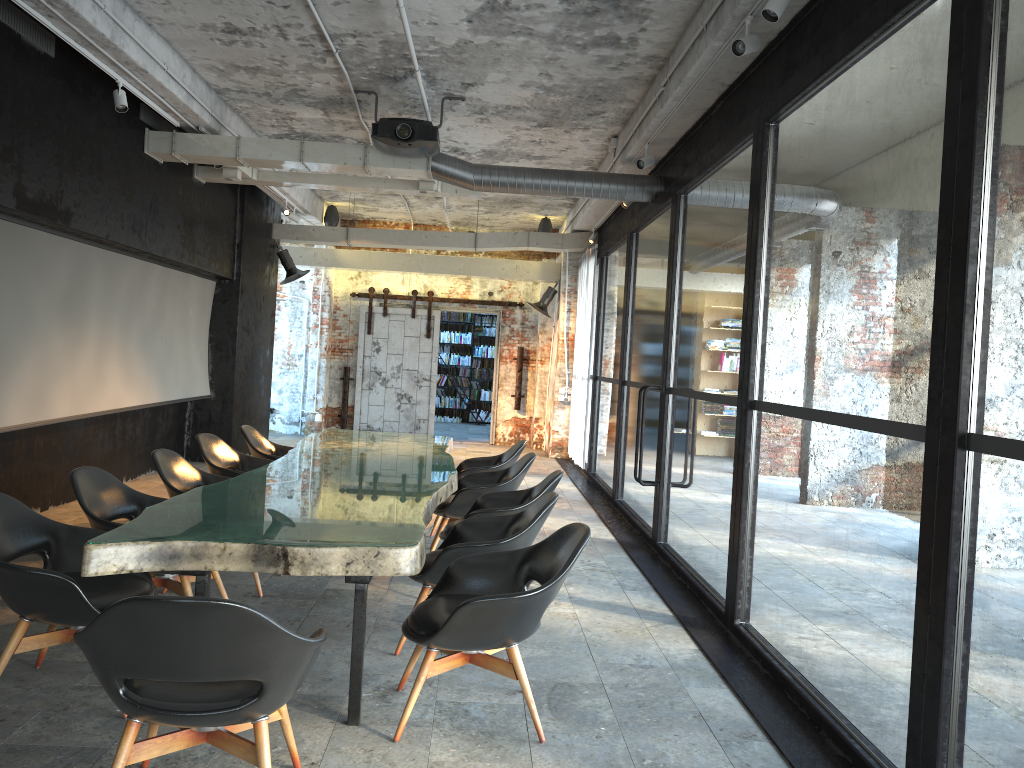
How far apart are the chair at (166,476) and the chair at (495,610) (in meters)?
2.08

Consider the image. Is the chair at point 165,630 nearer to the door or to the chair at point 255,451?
the chair at point 255,451

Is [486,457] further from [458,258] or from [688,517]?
[458,258]

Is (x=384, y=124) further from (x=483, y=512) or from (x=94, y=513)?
(x=94, y=513)

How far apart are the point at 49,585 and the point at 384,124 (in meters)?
5.10

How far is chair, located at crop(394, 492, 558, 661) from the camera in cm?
447

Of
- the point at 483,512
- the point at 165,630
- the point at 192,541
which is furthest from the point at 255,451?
the point at 165,630

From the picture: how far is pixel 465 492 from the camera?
6.5m

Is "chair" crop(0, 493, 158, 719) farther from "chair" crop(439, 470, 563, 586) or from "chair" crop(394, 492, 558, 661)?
"chair" crop(439, 470, 563, 586)

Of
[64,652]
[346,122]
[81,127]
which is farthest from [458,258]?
[64,652]
